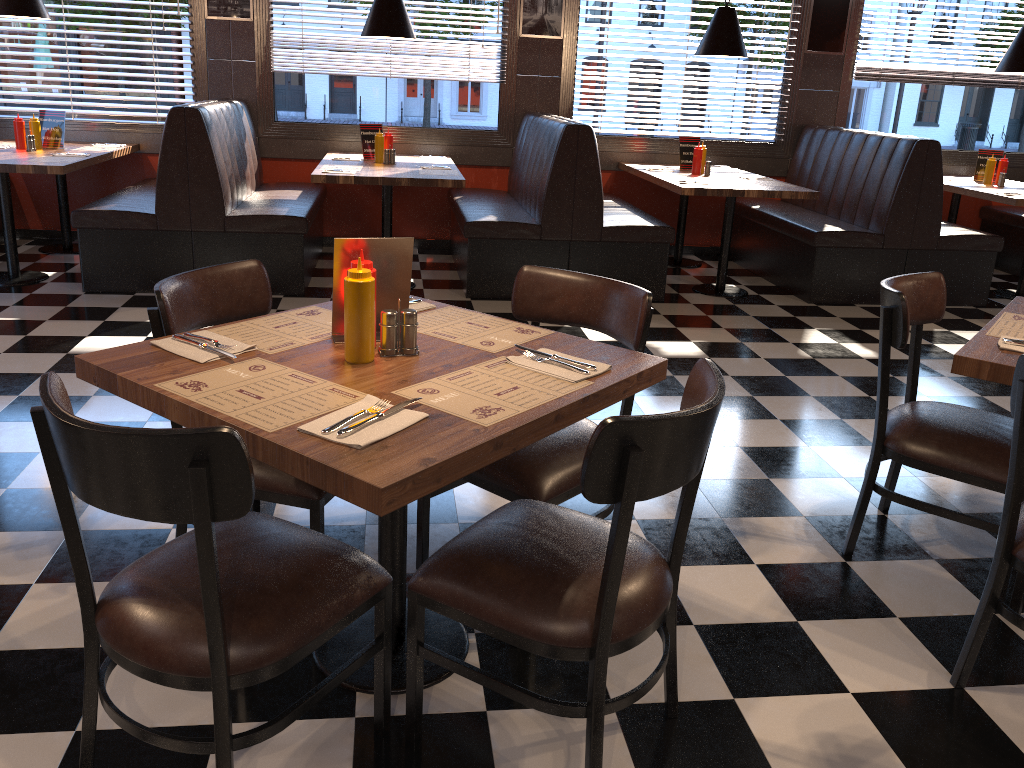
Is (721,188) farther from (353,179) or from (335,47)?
(335,47)

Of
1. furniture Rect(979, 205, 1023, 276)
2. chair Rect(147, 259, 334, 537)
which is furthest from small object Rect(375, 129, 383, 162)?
furniture Rect(979, 205, 1023, 276)

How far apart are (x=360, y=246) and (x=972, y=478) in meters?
1.8

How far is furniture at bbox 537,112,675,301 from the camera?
5.64m

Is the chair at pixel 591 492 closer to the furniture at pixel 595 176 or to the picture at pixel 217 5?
the furniture at pixel 595 176

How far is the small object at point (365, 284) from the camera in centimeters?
193cm

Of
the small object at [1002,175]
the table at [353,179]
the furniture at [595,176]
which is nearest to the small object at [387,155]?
the table at [353,179]

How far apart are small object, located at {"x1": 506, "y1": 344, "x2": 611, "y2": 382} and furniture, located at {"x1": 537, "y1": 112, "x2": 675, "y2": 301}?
3.7 meters

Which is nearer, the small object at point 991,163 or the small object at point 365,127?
the small object at point 365,127

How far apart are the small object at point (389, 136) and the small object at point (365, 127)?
0.2 meters
